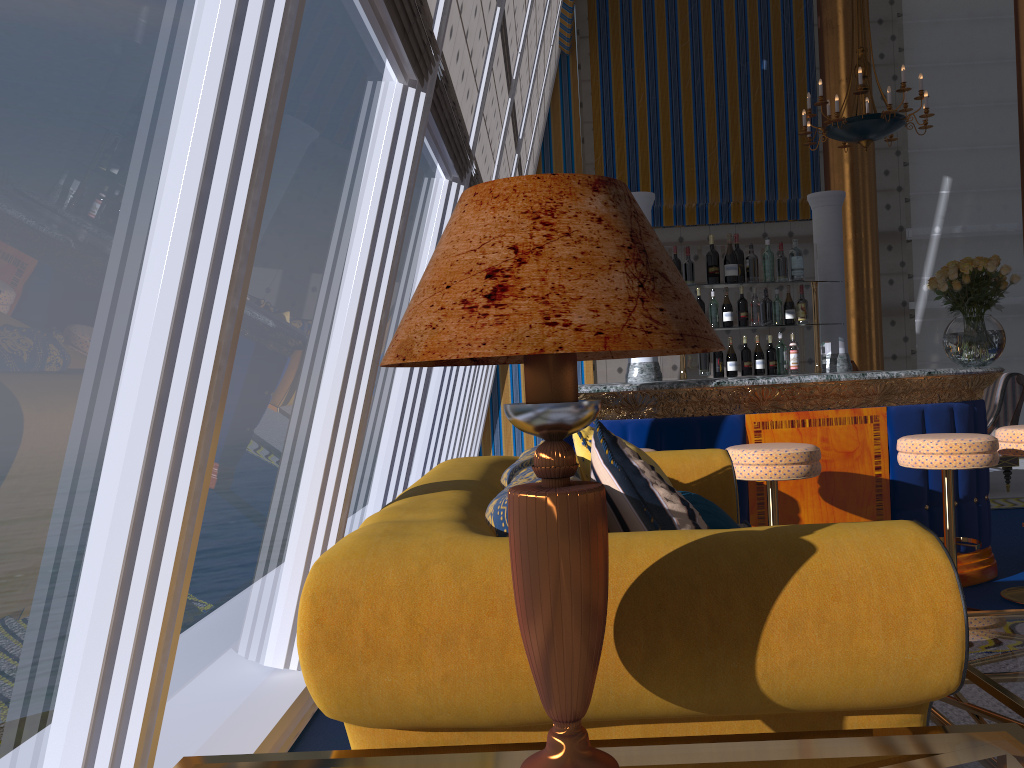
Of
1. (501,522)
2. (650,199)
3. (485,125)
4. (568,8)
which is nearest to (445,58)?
(485,125)

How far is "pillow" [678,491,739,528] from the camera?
2.0m

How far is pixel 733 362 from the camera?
5.31m

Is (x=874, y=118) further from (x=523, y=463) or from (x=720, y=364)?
(x=523, y=463)

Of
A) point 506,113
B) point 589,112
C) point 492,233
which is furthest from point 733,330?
point 589,112

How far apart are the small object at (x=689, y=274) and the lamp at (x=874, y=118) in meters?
2.7

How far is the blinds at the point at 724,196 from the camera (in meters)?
10.59

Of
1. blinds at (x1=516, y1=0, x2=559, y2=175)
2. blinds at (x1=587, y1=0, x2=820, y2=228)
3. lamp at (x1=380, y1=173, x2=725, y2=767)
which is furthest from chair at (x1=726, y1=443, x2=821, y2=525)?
blinds at (x1=587, y1=0, x2=820, y2=228)

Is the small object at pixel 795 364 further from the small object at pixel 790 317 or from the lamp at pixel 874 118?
the lamp at pixel 874 118

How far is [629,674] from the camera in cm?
126
